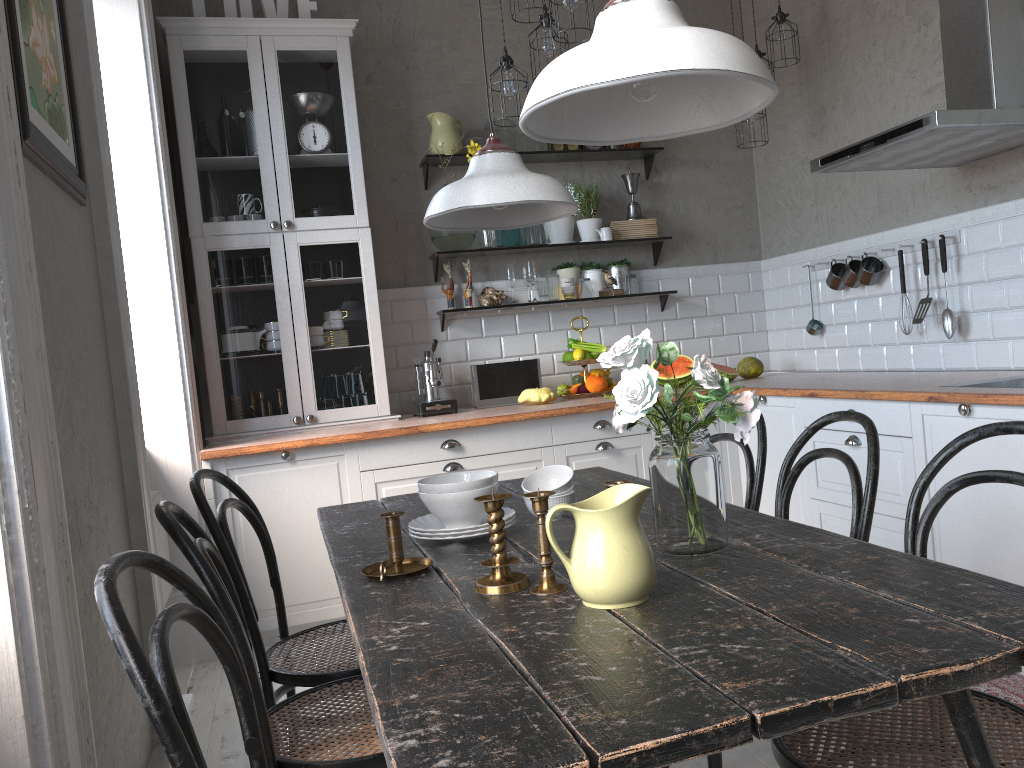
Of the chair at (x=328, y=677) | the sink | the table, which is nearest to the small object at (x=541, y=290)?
the table

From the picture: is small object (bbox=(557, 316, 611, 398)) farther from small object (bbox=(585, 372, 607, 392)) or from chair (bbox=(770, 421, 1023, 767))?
chair (bbox=(770, 421, 1023, 767))

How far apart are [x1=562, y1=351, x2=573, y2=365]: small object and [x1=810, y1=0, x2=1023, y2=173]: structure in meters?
1.6

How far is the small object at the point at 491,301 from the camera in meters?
4.6

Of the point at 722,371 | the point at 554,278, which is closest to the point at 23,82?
the point at 554,278

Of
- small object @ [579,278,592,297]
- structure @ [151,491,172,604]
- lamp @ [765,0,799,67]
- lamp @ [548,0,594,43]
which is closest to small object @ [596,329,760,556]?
lamp @ [548,0,594,43]

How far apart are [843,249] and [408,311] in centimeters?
223cm

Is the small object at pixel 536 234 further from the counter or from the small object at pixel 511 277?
the counter

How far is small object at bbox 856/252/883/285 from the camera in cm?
409

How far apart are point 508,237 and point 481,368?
0.74m
